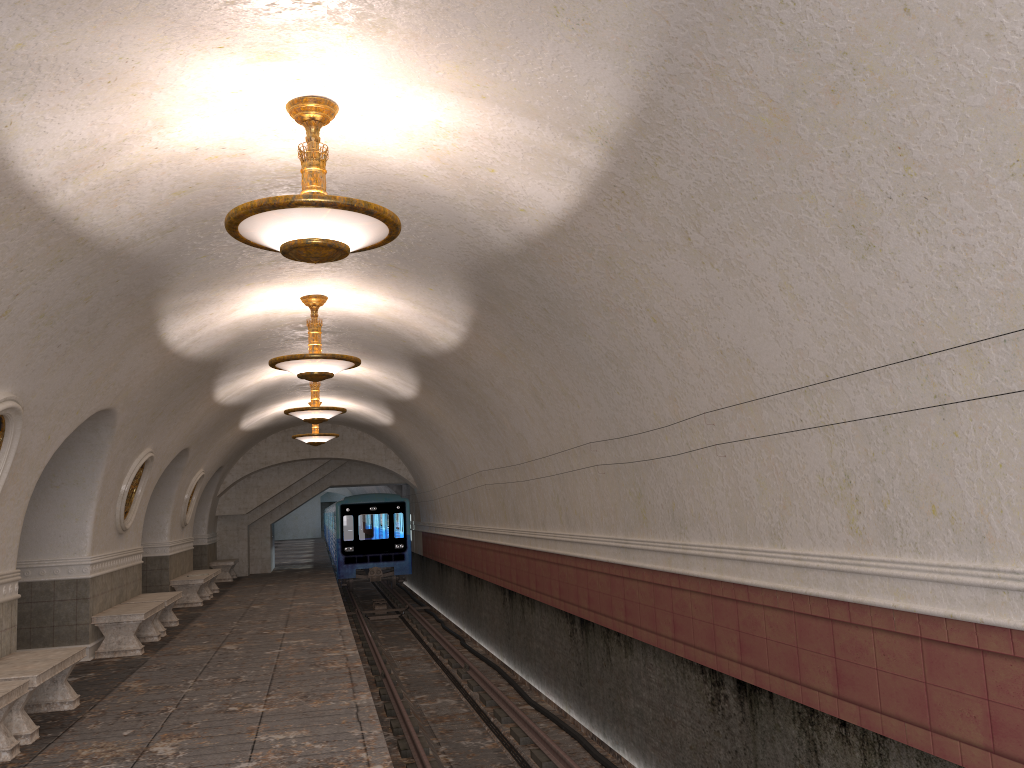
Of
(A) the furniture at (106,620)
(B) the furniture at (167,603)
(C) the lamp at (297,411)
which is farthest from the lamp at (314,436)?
(A) the furniture at (106,620)

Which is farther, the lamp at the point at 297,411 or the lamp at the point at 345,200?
the lamp at the point at 297,411

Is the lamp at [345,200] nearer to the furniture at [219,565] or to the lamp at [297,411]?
the lamp at [297,411]

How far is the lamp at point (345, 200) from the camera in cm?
477

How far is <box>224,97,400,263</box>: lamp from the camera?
4.8m

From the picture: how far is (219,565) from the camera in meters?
22.6 m

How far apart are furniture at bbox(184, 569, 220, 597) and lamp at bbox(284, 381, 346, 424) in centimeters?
598cm

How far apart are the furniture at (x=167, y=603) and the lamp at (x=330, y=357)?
4.9m

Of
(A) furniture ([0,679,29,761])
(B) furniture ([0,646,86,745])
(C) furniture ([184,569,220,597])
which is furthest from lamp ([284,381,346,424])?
(A) furniture ([0,679,29,761])

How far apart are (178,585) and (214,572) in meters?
1.9 m
